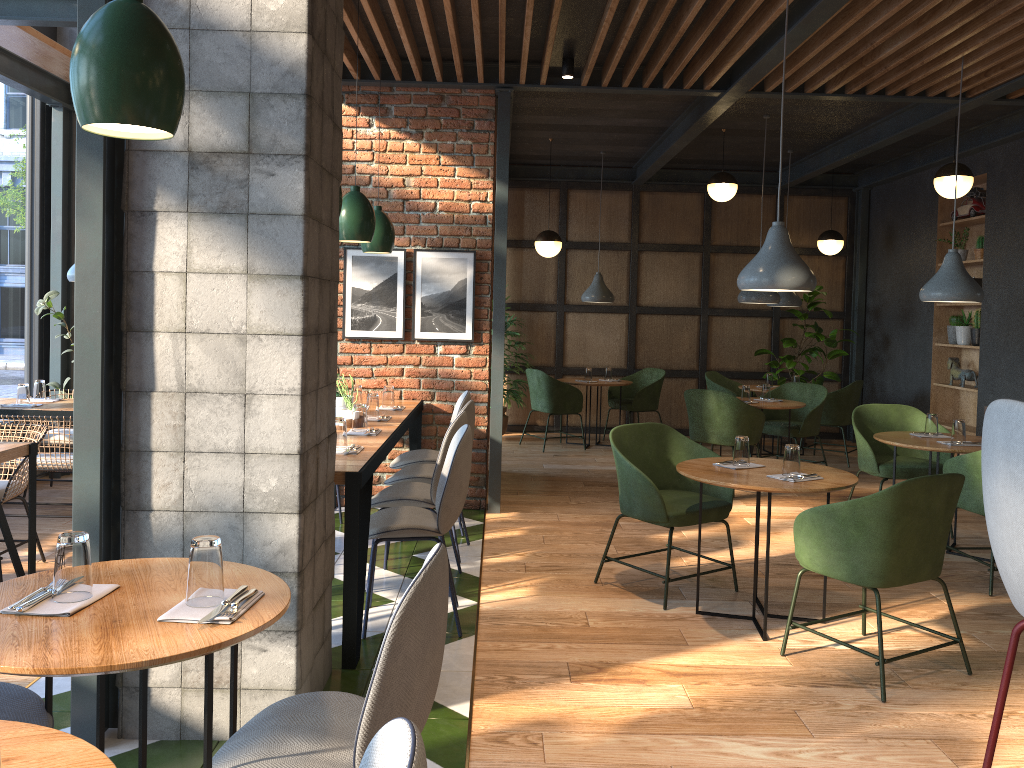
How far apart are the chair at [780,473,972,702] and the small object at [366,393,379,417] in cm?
244

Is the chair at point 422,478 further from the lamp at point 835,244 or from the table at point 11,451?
the lamp at point 835,244

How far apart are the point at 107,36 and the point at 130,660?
1.2m

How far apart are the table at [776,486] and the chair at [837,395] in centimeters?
446cm

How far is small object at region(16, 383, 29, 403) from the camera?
5.71m

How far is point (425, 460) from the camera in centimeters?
546cm

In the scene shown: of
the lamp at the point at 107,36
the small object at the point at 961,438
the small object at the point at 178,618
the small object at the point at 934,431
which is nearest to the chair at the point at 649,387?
the small object at the point at 934,431

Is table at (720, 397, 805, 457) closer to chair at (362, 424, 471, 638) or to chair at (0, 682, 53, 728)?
chair at (362, 424, 471, 638)

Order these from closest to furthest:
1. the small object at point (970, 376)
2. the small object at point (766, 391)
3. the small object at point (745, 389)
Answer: the small object at point (745, 389), the small object at point (766, 391), the small object at point (970, 376)

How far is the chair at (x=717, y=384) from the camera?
9.12m
